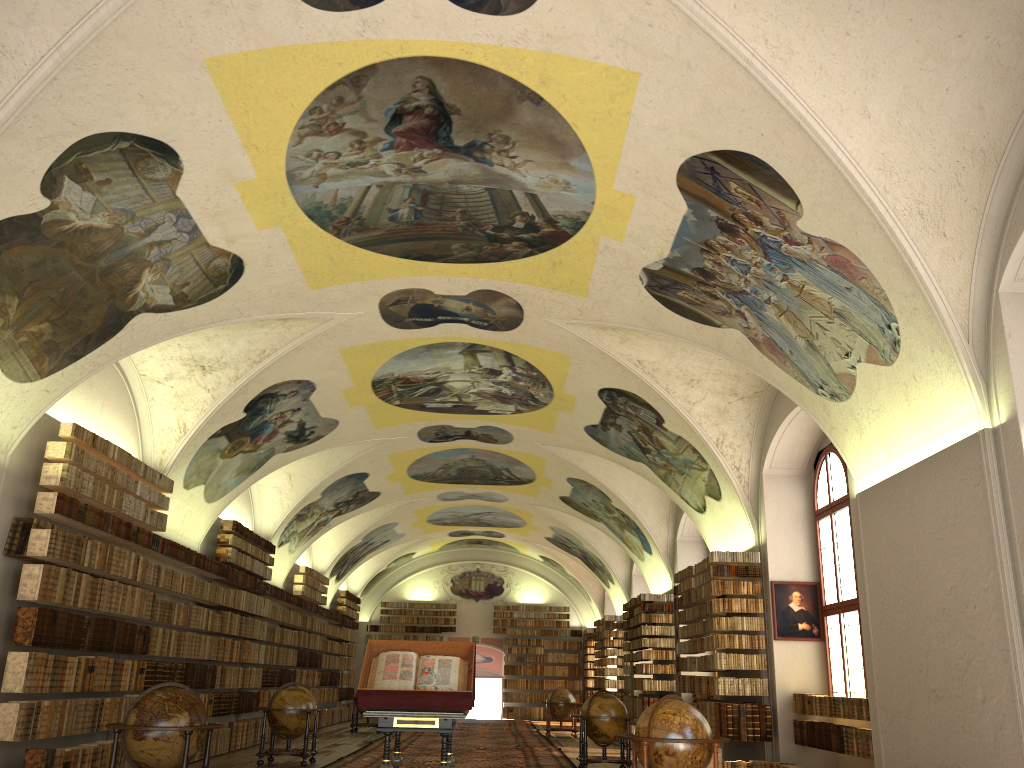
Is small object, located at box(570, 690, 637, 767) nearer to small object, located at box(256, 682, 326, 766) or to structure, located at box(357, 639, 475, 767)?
small object, located at box(256, 682, 326, 766)

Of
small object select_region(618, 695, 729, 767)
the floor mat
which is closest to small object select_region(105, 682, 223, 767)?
small object select_region(618, 695, 729, 767)

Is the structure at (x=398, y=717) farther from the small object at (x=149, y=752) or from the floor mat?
the floor mat

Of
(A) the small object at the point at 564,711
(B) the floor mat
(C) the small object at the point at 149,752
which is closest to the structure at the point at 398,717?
(C) the small object at the point at 149,752

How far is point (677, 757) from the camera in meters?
9.7

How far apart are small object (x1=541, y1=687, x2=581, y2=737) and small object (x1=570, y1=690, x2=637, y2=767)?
10.0m

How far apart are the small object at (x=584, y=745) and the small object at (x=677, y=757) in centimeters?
570cm

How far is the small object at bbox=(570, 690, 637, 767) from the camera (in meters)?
15.98

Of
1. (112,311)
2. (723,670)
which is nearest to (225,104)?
(112,311)

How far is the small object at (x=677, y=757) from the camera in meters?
9.7
